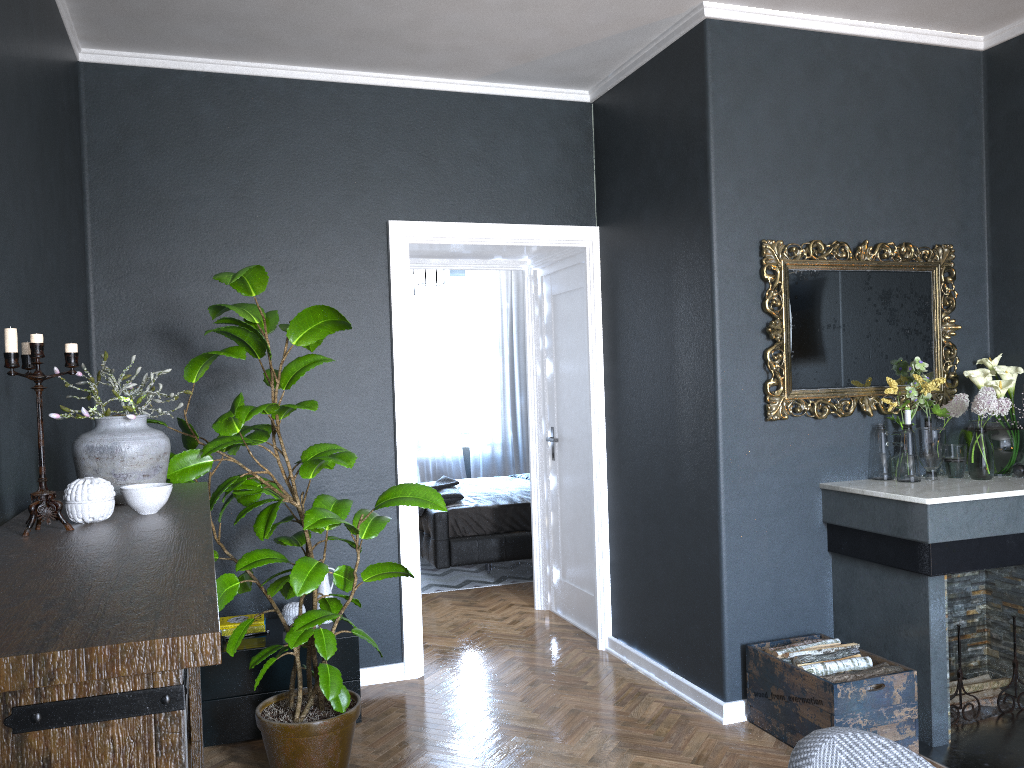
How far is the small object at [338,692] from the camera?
3.0m

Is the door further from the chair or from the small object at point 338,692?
the chair

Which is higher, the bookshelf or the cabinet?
the bookshelf

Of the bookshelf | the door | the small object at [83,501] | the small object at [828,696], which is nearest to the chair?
the bookshelf

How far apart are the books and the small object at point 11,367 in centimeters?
205cm

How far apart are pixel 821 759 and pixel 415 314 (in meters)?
7.86

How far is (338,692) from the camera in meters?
3.0

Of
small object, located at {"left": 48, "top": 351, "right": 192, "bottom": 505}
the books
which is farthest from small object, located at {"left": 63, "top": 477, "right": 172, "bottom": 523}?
the books

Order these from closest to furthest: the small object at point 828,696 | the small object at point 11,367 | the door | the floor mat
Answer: the small object at point 11,367
the small object at point 828,696
the door
the floor mat

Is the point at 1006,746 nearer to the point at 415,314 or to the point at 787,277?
the point at 787,277
